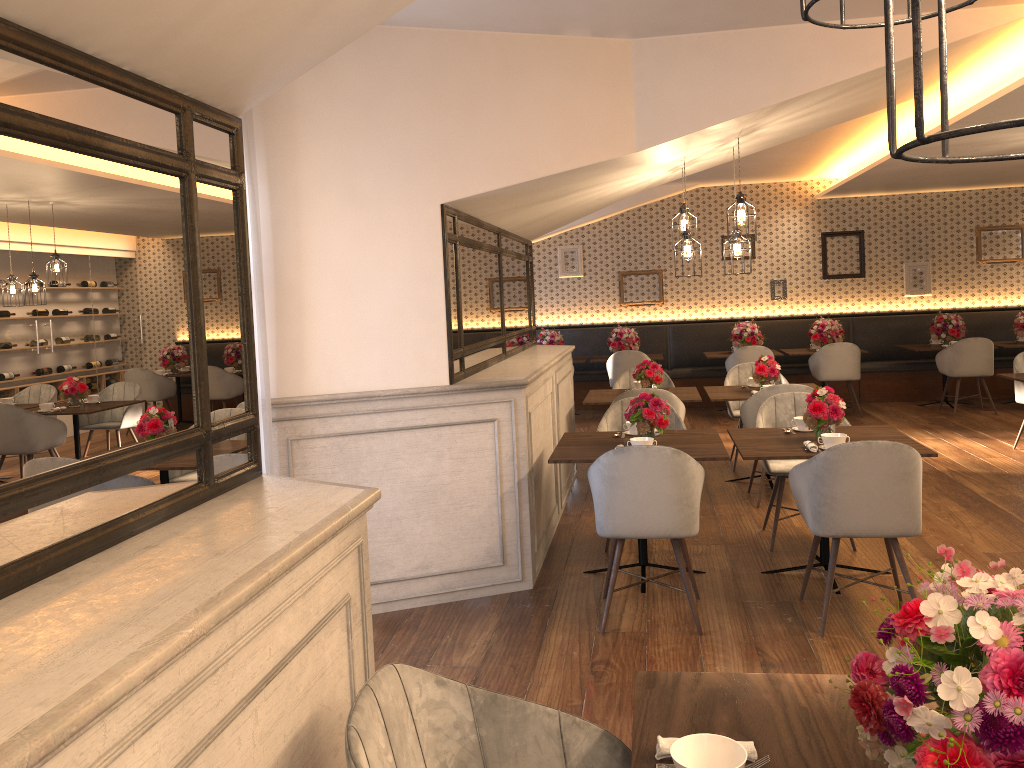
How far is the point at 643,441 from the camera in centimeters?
451cm

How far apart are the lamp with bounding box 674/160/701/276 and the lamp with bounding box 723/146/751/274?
0.3 meters

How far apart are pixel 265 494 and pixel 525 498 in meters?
2.7 m

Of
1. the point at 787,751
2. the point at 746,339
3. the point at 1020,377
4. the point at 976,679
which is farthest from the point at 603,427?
the point at 746,339

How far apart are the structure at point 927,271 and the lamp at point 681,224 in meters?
6.8 m

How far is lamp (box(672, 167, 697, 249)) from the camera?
5.9m

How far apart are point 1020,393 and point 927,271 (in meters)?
4.31

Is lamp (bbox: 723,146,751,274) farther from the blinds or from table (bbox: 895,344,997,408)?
table (bbox: 895,344,997,408)

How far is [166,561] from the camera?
1.6 meters

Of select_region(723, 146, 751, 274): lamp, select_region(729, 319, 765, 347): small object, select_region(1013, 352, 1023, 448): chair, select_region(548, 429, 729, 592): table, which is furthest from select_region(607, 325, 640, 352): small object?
select_region(548, 429, 729, 592): table
